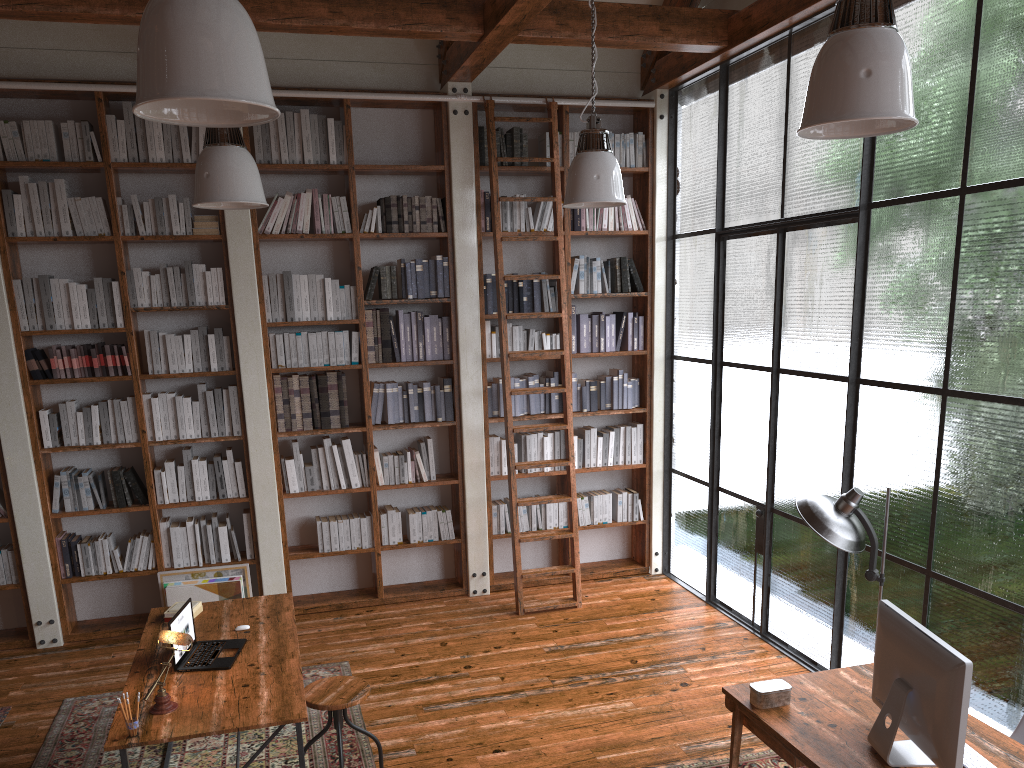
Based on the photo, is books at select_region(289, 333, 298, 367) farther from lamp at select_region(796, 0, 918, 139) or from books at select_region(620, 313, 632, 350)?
lamp at select_region(796, 0, 918, 139)

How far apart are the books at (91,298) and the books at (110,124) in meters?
0.9 m

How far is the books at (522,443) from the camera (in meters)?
6.59

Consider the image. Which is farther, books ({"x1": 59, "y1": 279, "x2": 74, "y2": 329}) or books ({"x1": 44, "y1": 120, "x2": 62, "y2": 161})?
books ({"x1": 59, "y1": 279, "x2": 74, "y2": 329})

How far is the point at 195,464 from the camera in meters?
5.9

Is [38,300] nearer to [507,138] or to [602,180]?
[507,138]

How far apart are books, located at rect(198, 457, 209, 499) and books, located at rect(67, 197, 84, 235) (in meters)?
1.66

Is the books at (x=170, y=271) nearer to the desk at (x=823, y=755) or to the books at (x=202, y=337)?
the books at (x=202, y=337)

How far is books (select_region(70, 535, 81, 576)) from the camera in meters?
5.8

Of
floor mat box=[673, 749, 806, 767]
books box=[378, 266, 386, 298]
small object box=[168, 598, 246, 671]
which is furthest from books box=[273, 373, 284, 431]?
floor mat box=[673, 749, 806, 767]
